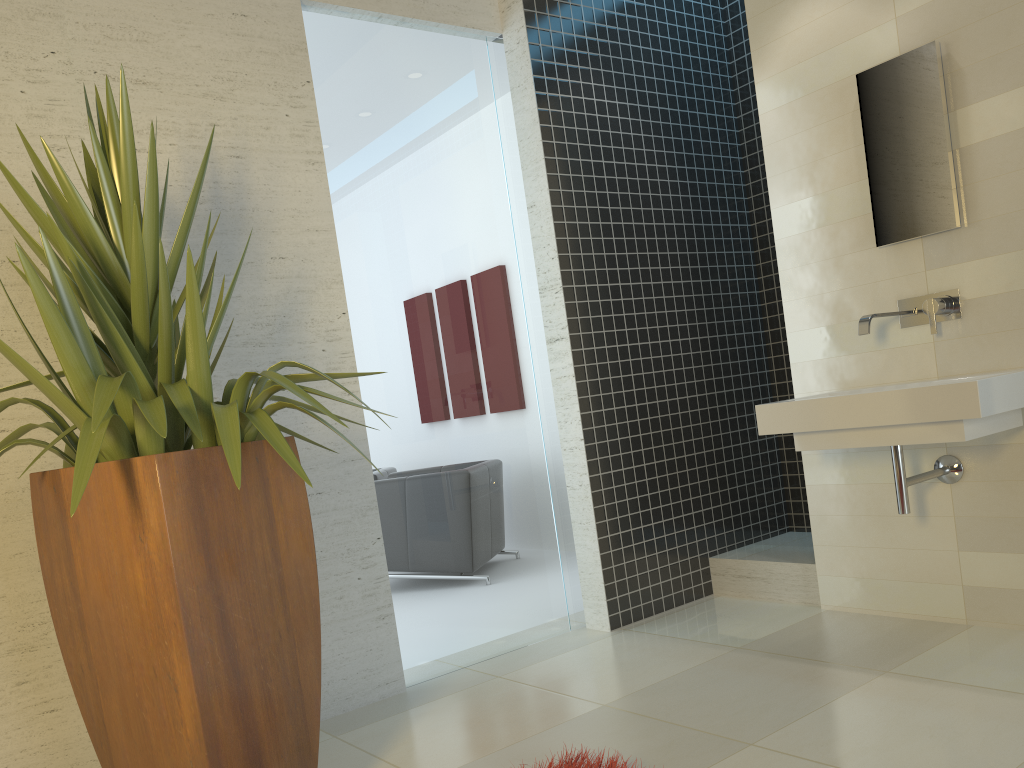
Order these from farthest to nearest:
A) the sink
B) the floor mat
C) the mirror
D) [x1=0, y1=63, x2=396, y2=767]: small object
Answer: the mirror < the sink < the floor mat < [x1=0, y1=63, x2=396, y2=767]: small object

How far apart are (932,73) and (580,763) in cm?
272

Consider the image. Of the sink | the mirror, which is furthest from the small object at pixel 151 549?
the mirror

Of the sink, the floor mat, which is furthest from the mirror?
the floor mat

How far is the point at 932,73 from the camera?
3.3 meters

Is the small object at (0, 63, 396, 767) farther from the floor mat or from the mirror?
the mirror

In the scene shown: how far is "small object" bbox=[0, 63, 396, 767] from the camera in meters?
2.0

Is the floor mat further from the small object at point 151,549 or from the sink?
the sink

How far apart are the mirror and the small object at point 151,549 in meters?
2.3 m

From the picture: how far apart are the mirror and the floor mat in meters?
2.3
